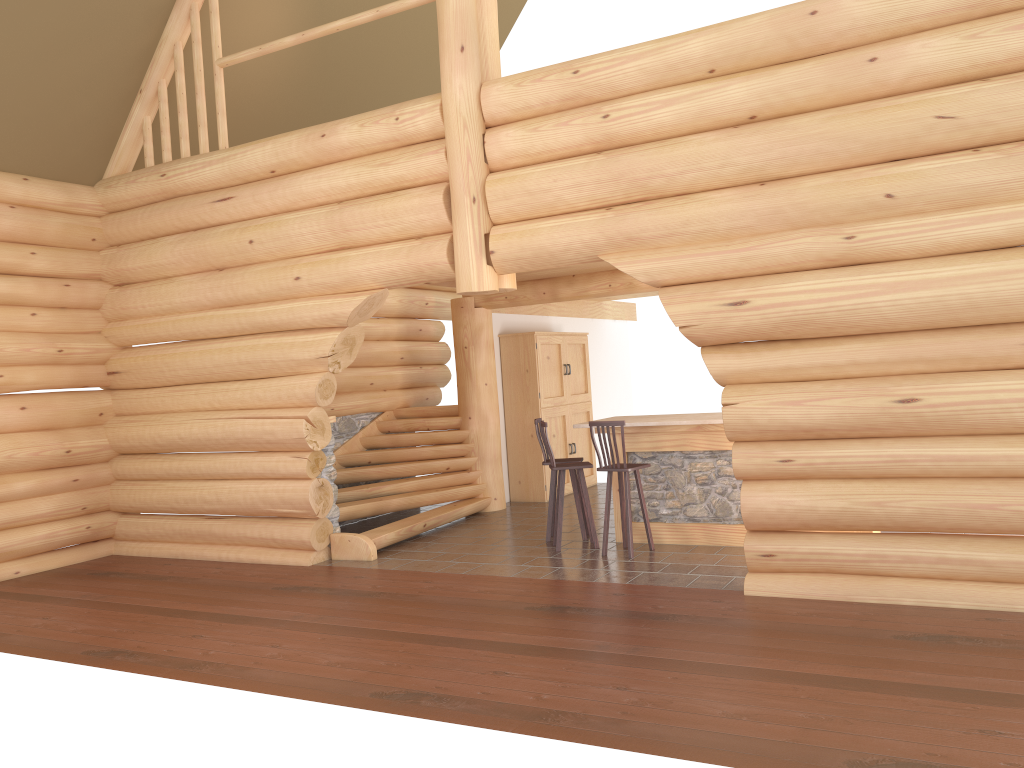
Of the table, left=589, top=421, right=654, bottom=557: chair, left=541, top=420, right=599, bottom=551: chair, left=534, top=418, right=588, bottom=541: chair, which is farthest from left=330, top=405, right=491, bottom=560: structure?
left=589, top=421, right=654, bottom=557: chair

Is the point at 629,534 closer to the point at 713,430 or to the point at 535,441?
the point at 713,430

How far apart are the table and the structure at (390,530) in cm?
237

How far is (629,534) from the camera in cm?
848

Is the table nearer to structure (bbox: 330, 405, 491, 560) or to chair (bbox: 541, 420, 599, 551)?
chair (bbox: 541, 420, 599, 551)

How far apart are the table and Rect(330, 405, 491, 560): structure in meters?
2.4 m

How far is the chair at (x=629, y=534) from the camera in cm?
848

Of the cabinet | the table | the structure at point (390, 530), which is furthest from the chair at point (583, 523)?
the cabinet

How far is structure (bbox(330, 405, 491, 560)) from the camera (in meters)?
9.78

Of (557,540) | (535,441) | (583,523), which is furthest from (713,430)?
(535,441)
